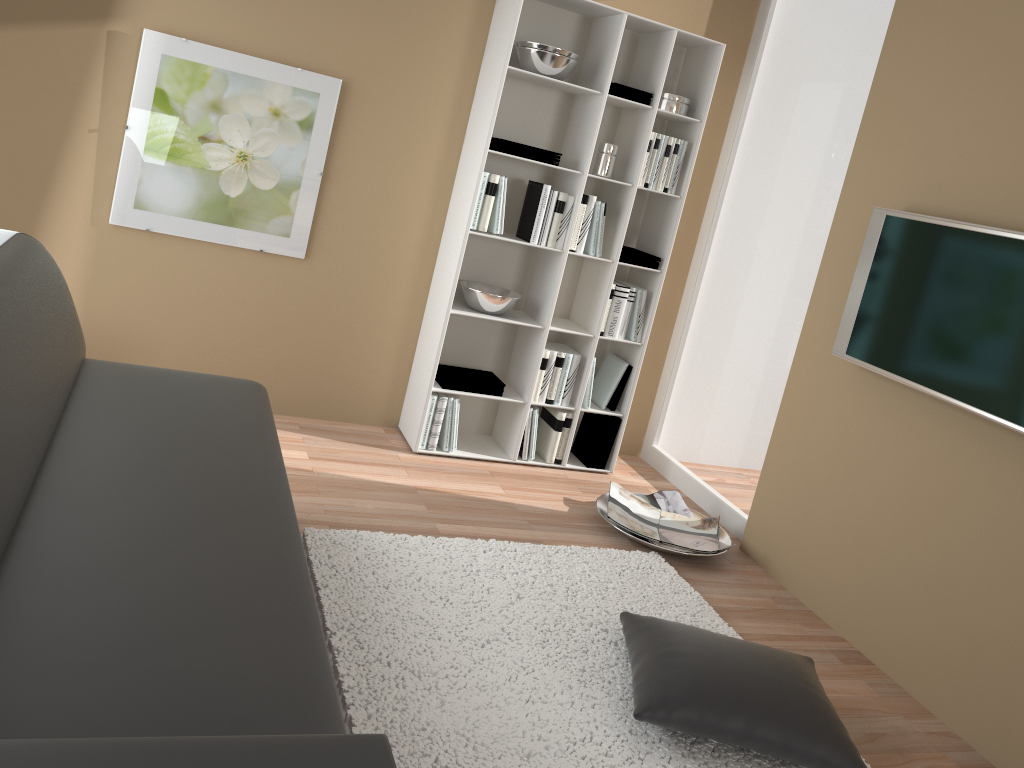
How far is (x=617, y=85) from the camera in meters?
3.9 m

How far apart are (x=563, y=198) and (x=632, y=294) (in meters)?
0.60

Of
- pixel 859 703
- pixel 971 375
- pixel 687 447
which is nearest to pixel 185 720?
pixel 859 703

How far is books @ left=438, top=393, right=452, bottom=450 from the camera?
4.08m

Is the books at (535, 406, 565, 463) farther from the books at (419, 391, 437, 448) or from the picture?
the picture

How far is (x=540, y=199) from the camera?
3.9m

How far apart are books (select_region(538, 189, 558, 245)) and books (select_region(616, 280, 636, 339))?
0.53m

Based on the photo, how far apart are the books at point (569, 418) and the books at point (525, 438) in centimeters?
18cm

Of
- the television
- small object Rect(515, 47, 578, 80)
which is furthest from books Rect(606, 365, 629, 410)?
small object Rect(515, 47, 578, 80)

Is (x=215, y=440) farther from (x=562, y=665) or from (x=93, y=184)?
(x=93, y=184)
